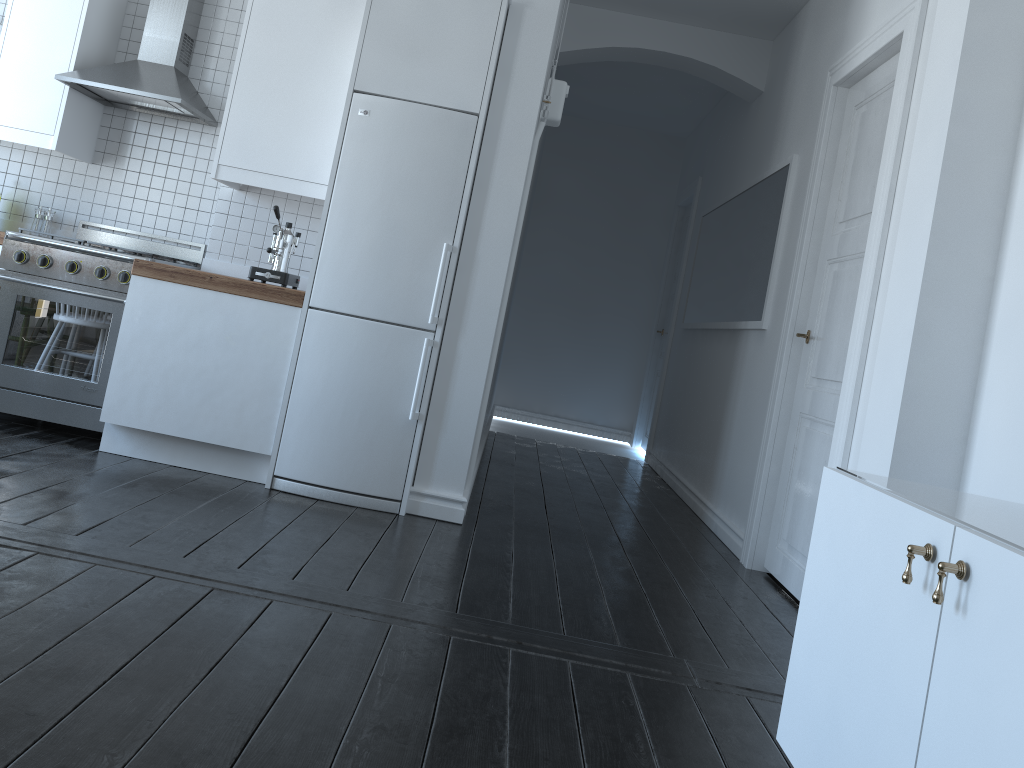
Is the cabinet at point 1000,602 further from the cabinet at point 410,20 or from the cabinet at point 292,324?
the cabinet at point 292,324

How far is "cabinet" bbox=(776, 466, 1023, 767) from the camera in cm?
126

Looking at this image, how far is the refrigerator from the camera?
3.8 meters

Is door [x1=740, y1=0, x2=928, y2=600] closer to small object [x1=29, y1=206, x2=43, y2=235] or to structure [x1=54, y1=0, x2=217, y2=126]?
structure [x1=54, y1=0, x2=217, y2=126]

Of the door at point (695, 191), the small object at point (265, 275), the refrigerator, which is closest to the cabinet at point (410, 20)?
the refrigerator

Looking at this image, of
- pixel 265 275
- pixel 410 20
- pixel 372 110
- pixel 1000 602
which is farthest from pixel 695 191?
pixel 1000 602

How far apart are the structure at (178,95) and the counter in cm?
85

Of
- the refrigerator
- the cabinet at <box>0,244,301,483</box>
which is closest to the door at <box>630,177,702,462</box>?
the refrigerator

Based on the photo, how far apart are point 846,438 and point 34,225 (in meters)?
4.16

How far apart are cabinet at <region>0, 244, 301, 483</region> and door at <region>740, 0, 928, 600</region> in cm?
227
